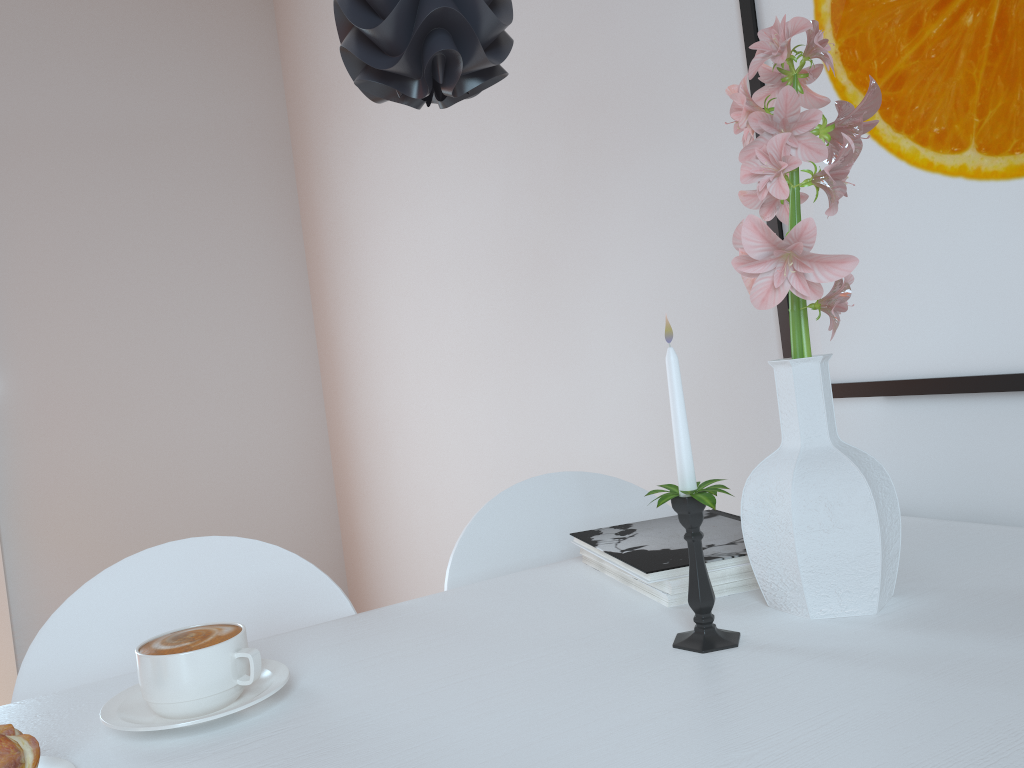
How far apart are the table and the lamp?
0.53m

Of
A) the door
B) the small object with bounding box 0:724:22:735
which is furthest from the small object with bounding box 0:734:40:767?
the door

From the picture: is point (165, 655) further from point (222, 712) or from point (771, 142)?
point (771, 142)

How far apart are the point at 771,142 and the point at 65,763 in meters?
0.8

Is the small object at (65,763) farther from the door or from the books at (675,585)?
the door

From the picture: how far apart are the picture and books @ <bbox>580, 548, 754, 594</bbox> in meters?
0.4

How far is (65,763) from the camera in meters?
0.7 m

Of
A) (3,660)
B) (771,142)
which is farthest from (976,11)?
(3,660)

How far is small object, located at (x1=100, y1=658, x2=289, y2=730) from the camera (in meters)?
0.72

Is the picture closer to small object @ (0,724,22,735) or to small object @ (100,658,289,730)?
small object @ (100,658,289,730)
